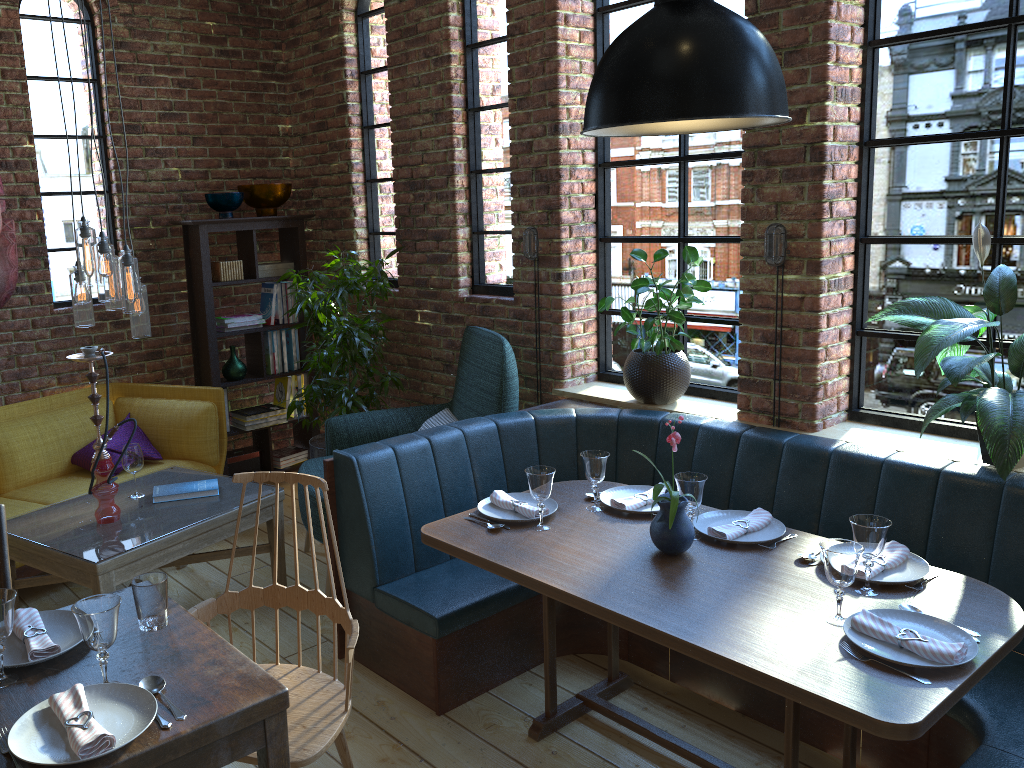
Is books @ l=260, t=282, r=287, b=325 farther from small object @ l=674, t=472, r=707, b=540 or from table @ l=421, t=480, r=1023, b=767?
small object @ l=674, t=472, r=707, b=540

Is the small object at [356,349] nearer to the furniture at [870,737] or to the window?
the window

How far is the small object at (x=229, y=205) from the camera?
4.9m

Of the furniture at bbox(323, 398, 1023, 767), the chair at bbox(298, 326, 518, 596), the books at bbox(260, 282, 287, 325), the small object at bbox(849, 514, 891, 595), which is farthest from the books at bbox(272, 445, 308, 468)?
the small object at bbox(849, 514, 891, 595)

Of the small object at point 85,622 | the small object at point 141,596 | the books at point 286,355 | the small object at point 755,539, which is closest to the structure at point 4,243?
the books at point 286,355

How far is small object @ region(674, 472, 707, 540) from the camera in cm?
268

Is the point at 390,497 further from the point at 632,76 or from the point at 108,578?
the point at 632,76

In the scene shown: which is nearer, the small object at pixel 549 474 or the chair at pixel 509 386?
the small object at pixel 549 474

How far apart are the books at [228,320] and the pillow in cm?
77

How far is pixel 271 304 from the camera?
5.3 meters
